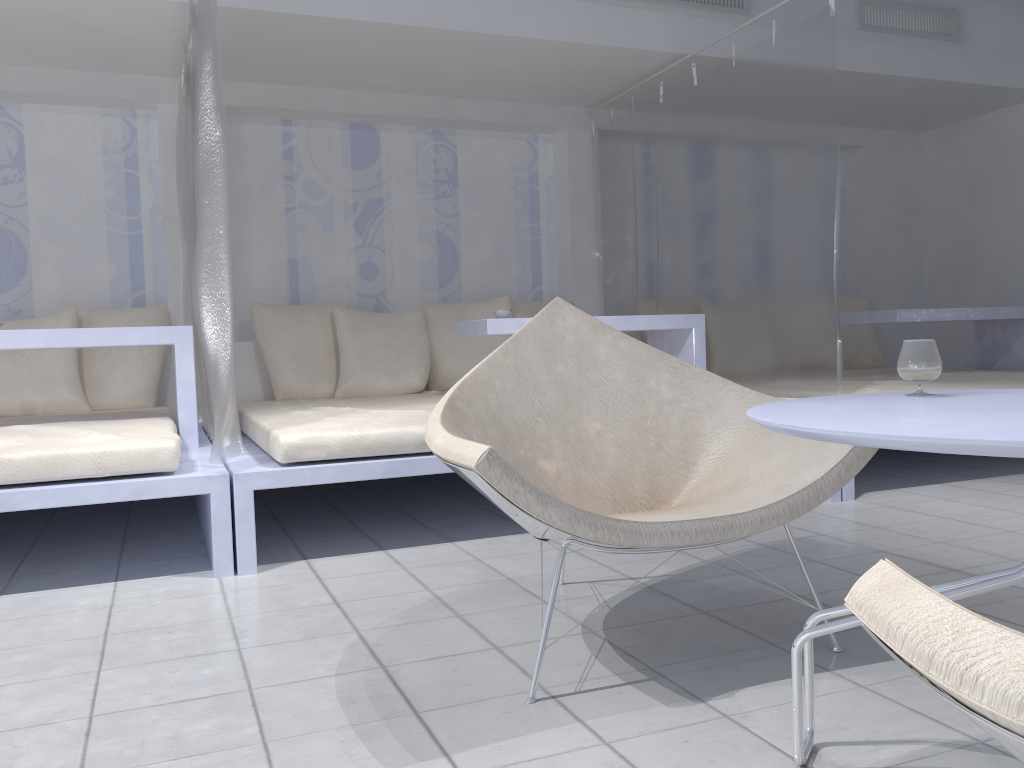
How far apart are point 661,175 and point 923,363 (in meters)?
3.20

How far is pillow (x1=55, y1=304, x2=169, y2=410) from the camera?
4.12m

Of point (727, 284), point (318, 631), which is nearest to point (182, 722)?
point (318, 631)

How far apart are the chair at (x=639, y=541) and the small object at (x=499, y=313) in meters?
1.7

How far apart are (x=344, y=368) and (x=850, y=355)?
3.28m

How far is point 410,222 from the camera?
5.0m

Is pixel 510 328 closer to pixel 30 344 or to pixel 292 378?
pixel 292 378

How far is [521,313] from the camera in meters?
4.9

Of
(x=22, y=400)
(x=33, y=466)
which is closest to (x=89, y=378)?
(x=22, y=400)

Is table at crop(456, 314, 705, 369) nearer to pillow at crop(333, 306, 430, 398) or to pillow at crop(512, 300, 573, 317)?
pillow at crop(333, 306, 430, 398)
